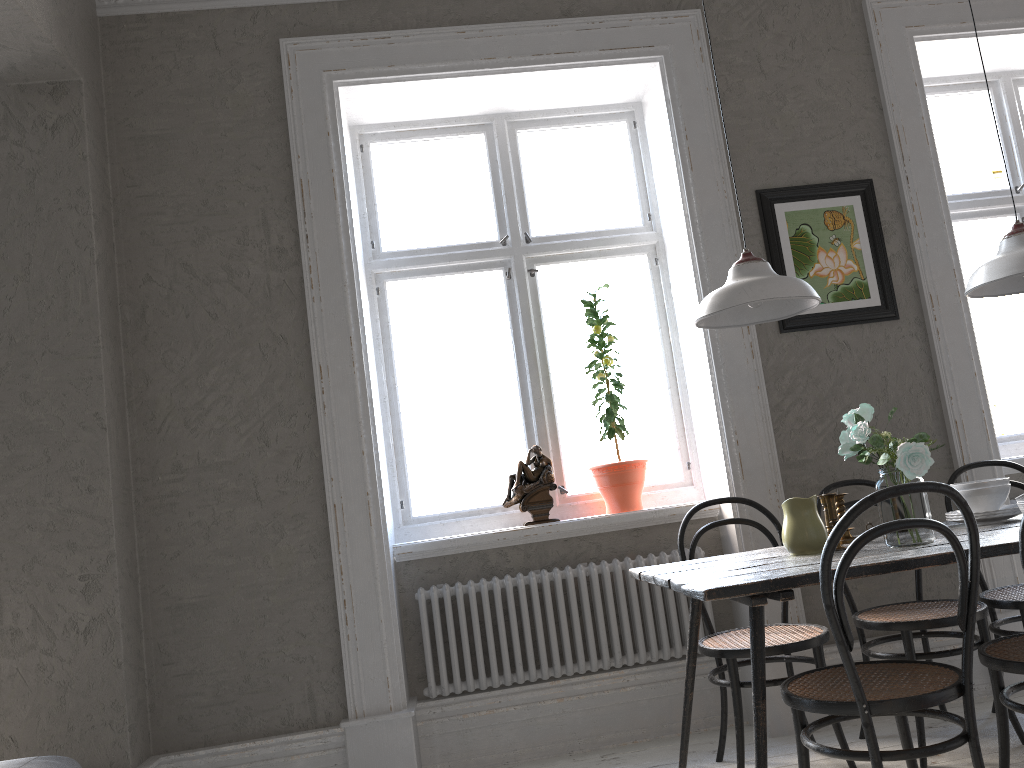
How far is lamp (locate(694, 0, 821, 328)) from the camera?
2.5 meters

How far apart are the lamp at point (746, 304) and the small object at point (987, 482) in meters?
0.8 m

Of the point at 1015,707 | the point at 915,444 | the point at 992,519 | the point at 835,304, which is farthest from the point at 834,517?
the point at 835,304

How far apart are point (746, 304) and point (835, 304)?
1.3 meters

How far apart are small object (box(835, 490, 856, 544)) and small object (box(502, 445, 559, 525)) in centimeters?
121cm

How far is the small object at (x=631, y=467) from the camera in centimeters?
363cm

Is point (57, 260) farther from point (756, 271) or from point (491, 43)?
point (756, 271)

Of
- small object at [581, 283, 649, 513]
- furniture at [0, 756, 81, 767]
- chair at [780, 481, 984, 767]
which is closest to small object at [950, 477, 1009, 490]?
chair at [780, 481, 984, 767]

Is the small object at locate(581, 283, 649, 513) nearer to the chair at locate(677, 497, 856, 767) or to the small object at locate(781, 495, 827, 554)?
the chair at locate(677, 497, 856, 767)

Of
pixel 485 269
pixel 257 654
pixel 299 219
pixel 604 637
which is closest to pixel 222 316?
pixel 299 219
